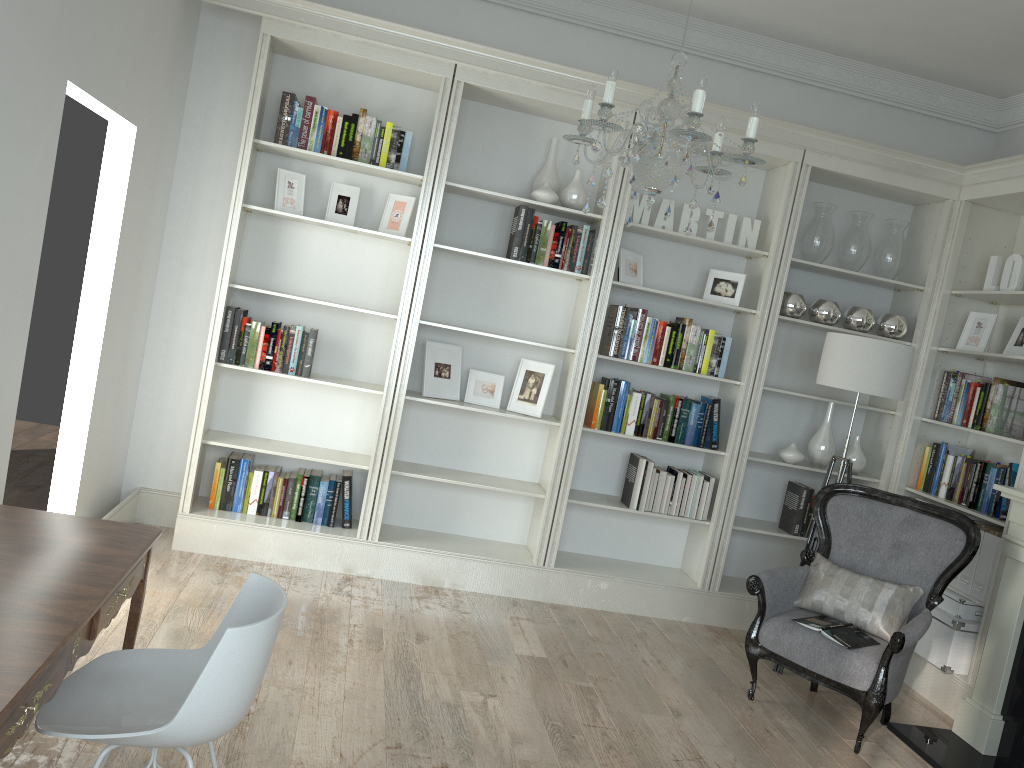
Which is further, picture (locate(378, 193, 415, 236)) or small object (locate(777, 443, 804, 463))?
small object (locate(777, 443, 804, 463))

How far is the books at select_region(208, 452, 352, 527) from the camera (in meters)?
4.70

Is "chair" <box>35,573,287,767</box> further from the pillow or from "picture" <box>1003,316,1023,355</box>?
"picture" <box>1003,316,1023,355</box>

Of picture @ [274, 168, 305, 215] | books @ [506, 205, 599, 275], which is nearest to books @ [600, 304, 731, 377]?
books @ [506, 205, 599, 275]

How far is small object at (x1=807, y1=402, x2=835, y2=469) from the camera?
5.08m

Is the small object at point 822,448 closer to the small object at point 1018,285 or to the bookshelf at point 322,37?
the small object at point 1018,285

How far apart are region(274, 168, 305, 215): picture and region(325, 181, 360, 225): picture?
0.2 meters

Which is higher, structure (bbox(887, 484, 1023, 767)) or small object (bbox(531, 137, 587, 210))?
small object (bbox(531, 137, 587, 210))

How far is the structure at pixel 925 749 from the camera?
3.8 meters

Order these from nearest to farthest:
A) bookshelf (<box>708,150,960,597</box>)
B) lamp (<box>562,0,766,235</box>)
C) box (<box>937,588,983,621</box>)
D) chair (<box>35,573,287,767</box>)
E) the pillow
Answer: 1. chair (<box>35,573,287,767</box>)
2. lamp (<box>562,0,766,235</box>)
3. the pillow
4. box (<box>937,588,983,621</box>)
5. bookshelf (<box>708,150,960,597</box>)
